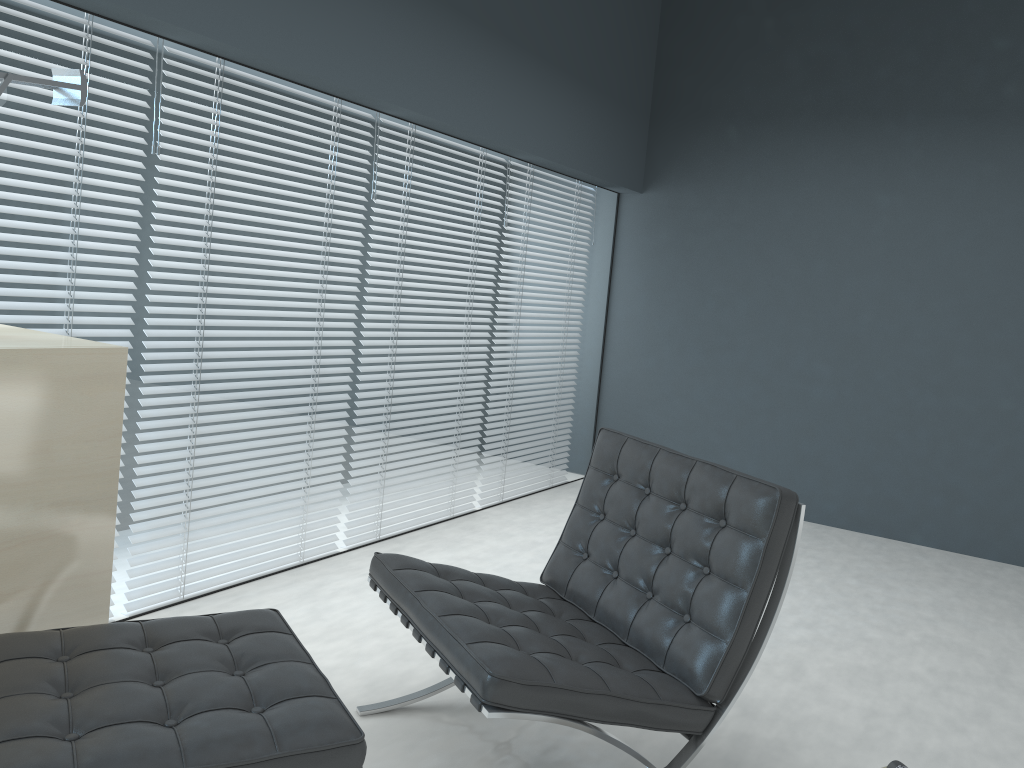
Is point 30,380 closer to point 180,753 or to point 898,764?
point 180,753

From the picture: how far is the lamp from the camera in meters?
2.0

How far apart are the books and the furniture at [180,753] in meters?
1.3 m

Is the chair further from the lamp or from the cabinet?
the lamp

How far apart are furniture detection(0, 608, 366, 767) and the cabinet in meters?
0.2

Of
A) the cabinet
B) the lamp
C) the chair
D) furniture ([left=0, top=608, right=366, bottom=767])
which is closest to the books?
the chair

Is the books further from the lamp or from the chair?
the lamp

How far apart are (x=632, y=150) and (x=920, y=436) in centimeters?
217cm

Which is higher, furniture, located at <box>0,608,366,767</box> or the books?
furniture, located at <box>0,608,366,767</box>

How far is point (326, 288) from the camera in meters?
3.2 m
